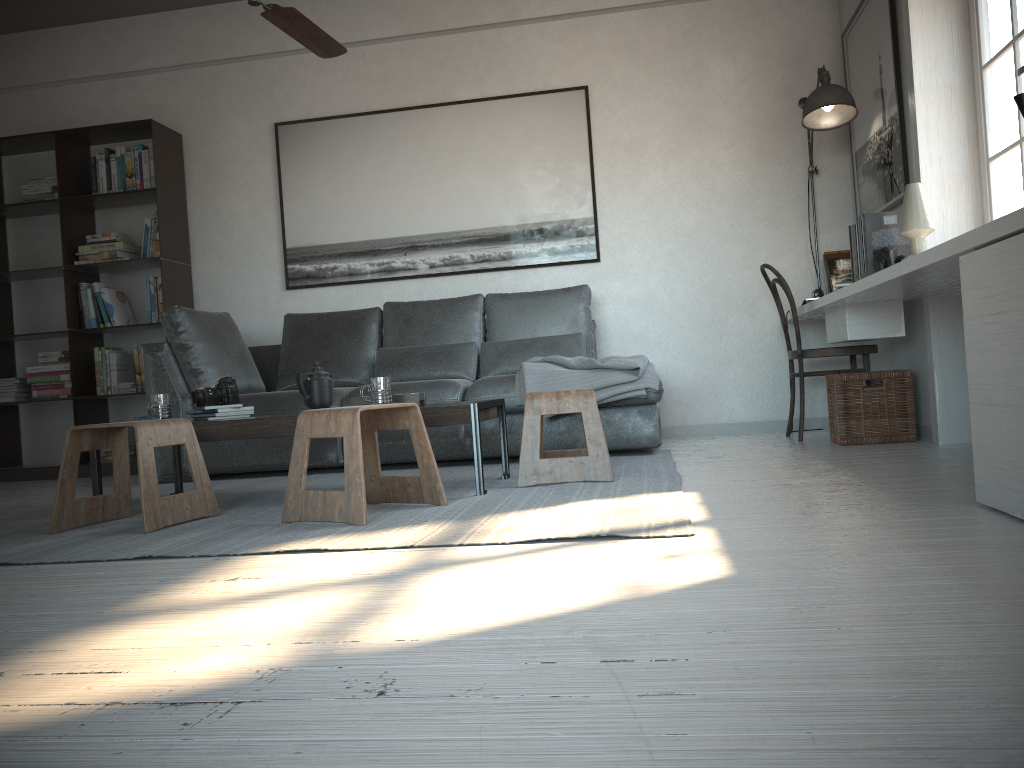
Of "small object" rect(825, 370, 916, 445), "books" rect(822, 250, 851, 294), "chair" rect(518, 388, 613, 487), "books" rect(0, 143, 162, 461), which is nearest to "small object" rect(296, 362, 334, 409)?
"chair" rect(518, 388, 613, 487)

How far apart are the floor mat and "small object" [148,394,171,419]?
0.4 meters

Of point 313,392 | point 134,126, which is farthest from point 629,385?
point 134,126

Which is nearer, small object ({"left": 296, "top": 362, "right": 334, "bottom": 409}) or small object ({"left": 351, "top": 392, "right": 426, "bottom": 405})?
small object ({"left": 351, "top": 392, "right": 426, "bottom": 405})

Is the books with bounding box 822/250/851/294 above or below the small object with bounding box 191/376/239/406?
above

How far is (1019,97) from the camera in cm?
242

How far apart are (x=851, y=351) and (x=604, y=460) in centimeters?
179cm

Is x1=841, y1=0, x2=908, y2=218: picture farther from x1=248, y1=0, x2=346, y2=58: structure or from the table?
x1=248, y1=0, x2=346, y2=58: structure

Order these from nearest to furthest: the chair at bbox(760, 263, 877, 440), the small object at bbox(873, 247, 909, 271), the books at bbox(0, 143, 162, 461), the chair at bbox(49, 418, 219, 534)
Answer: the chair at bbox(49, 418, 219, 534) → the small object at bbox(873, 247, 909, 271) → the chair at bbox(760, 263, 877, 440) → the books at bbox(0, 143, 162, 461)

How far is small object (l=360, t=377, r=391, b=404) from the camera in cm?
312
